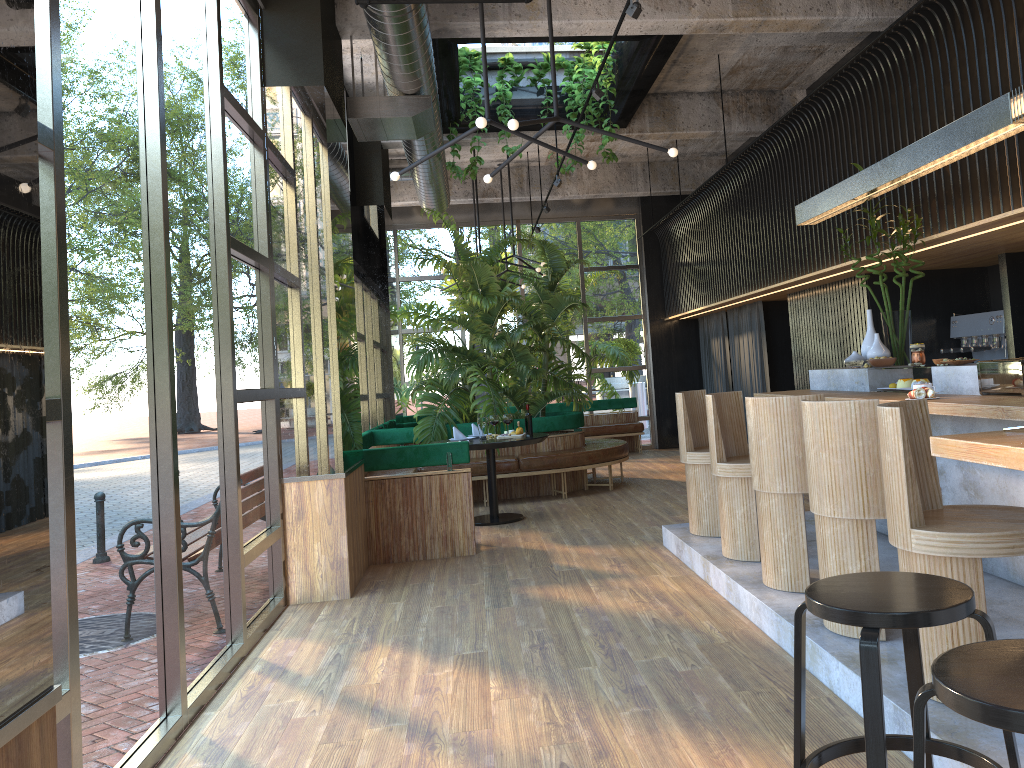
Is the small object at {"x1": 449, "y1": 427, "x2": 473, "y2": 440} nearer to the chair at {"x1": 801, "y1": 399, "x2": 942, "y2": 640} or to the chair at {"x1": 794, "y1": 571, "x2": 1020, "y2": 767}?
the chair at {"x1": 801, "y1": 399, "x2": 942, "y2": 640}

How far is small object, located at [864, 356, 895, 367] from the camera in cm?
571

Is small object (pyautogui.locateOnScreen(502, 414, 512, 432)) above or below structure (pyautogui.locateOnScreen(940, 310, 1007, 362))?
below

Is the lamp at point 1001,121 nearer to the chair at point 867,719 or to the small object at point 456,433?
the chair at point 867,719

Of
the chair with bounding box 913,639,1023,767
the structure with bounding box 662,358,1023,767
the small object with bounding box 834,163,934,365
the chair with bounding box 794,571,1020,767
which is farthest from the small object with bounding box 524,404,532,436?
the small object with bounding box 834,163,934,365

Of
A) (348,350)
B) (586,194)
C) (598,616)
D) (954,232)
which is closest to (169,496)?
(598,616)

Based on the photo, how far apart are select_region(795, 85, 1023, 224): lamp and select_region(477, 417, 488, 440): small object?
3.3 meters

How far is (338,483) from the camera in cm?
561

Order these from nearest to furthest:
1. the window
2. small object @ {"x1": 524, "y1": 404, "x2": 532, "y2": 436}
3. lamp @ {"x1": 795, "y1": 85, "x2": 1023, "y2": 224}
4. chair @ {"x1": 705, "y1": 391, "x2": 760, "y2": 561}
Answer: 1. small object @ {"x1": 524, "y1": 404, "x2": 532, "y2": 436}
2. the window
3. lamp @ {"x1": 795, "y1": 85, "x2": 1023, "y2": 224}
4. chair @ {"x1": 705, "y1": 391, "x2": 760, "y2": 561}

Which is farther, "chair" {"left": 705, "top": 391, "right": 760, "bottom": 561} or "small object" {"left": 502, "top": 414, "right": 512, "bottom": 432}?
"chair" {"left": 705, "top": 391, "right": 760, "bottom": 561}
